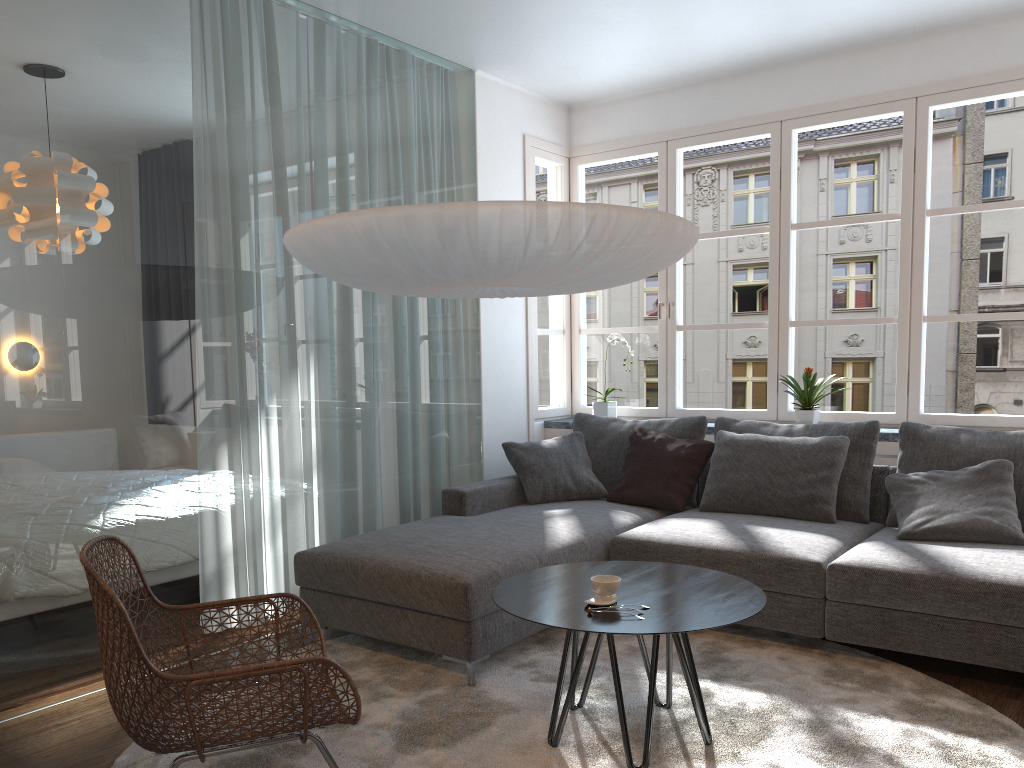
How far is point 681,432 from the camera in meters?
4.7

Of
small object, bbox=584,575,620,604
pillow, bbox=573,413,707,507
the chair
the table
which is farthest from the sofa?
small object, bbox=584,575,620,604

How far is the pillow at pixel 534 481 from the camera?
4.7m

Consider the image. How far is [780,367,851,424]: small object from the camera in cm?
467

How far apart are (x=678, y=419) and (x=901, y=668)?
1.8m

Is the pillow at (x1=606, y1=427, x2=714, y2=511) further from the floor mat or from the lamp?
the lamp

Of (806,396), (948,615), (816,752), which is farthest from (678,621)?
(806,396)

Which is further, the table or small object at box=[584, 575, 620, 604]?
small object at box=[584, 575, 620, 604]

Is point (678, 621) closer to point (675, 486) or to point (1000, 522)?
point (1000, 522)

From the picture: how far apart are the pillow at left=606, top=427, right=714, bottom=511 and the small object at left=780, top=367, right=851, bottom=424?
0.6m
